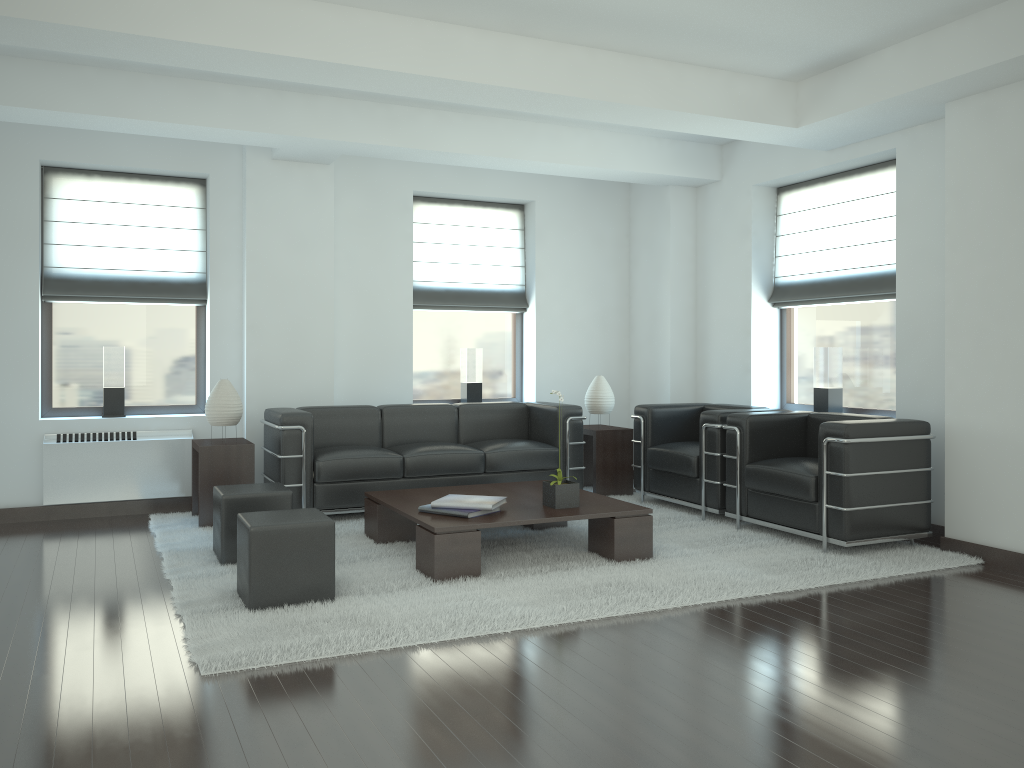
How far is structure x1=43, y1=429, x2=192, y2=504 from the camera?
9.23m

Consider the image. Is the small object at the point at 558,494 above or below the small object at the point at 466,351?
below

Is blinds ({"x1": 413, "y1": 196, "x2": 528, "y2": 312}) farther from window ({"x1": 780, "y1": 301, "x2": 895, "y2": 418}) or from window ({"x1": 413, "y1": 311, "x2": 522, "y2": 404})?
window ({"x1": 780, "y1": 301, "x2": 895, "y2": 418})

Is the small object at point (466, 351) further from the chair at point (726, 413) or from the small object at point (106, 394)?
the small object at point (106, 394)

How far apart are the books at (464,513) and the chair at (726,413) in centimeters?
297cm

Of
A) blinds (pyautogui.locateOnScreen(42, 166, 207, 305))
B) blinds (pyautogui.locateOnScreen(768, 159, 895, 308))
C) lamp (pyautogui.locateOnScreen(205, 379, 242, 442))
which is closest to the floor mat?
lamp (pyautogui.locateOnScreen(205, 379, 242, 442))

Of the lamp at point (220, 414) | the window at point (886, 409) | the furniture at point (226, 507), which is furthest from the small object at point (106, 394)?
the window at point (886, 409)

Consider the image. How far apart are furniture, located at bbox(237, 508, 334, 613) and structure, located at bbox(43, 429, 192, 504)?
3.84m

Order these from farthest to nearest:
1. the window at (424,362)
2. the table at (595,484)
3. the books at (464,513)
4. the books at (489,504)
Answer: the window at (424,362)
the table at (595,484)
the books at (489,504)
the books at (464,513)

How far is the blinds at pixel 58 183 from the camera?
9.6 meters
